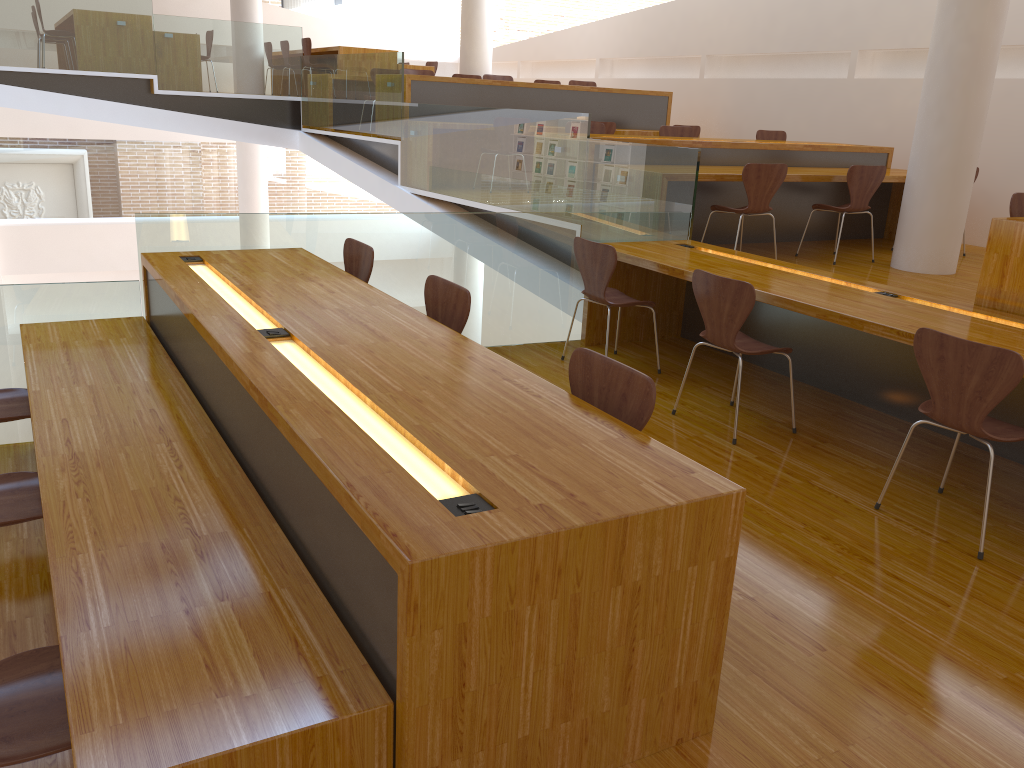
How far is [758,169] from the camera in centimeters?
571cm

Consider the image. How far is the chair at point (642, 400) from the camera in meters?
2.3

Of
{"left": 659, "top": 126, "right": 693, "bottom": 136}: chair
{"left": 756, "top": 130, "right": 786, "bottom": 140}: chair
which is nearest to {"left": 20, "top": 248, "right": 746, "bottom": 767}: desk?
{"left": 659, "top": 126, "right": 693, "bottom": 136}: chair

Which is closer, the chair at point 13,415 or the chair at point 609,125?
the chair at point 13,415

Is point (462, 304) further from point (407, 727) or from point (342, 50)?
point (342, 50)

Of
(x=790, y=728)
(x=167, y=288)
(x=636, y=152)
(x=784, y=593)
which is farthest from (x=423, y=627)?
(x=636, y=152)

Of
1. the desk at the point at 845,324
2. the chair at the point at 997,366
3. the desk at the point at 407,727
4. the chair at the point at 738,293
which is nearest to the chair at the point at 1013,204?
the desk at the point at 845,324

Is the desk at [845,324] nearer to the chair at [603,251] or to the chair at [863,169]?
the chair at [603,251]

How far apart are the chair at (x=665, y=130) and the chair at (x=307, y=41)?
5.1 meters

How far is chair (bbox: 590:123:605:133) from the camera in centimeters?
751cm
